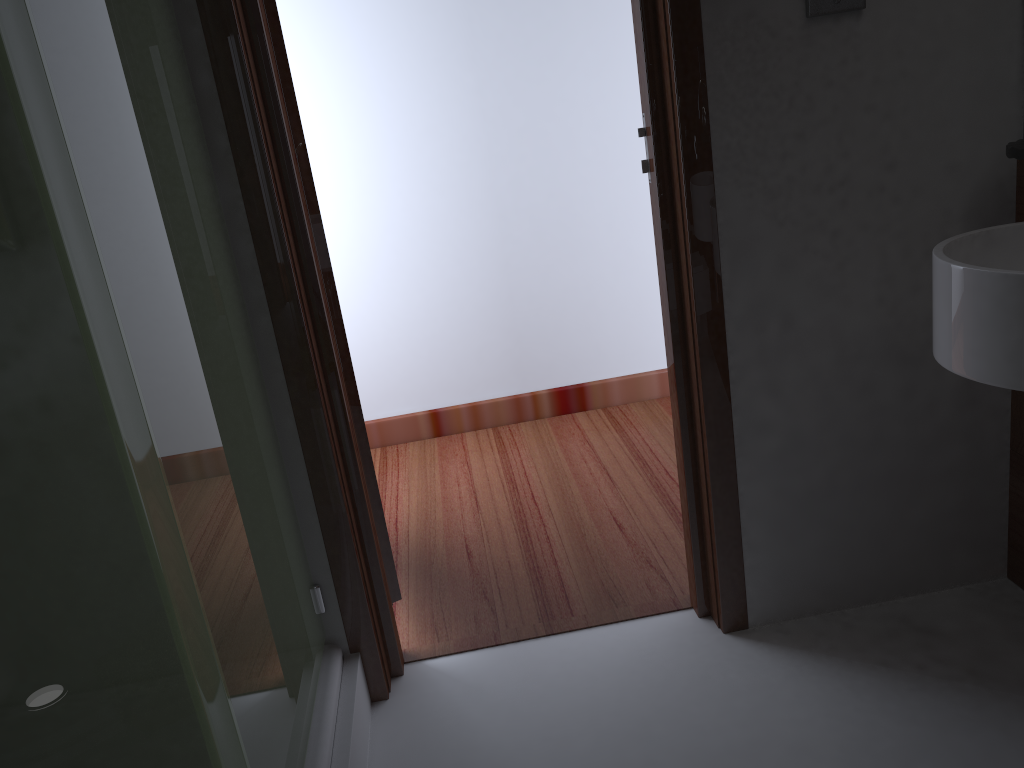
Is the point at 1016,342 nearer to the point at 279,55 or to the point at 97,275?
the point at 97,275

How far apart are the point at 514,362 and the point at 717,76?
1.9m

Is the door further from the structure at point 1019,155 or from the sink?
the structure at point 1019,155

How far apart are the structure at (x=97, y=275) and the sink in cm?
109

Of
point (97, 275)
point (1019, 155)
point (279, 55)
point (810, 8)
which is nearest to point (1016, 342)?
point (1019, 155)

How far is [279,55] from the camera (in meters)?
1.69

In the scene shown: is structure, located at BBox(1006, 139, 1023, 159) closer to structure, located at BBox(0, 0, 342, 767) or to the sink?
the sink

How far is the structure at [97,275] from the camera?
0.9m

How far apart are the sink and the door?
1.12m

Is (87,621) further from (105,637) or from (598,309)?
(598,309)
